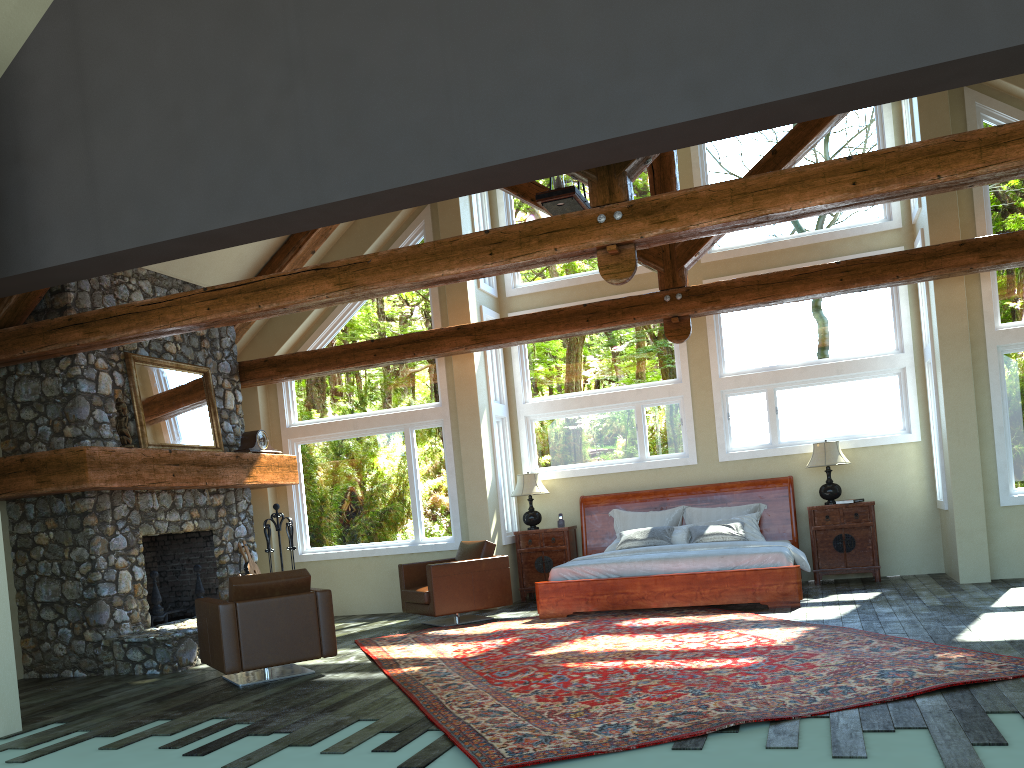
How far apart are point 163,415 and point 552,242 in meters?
5.0 m

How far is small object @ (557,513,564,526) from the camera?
11.4m

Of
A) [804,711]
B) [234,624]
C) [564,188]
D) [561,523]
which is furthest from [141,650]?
[804,711]

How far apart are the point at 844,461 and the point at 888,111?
4.11m

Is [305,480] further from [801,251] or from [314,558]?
[801,251]

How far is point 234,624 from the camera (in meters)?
6.94

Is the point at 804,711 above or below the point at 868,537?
below

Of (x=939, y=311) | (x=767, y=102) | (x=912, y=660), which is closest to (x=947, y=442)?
(x=939, y=311)

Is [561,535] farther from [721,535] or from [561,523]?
[721,535]

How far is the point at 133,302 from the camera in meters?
7.7
